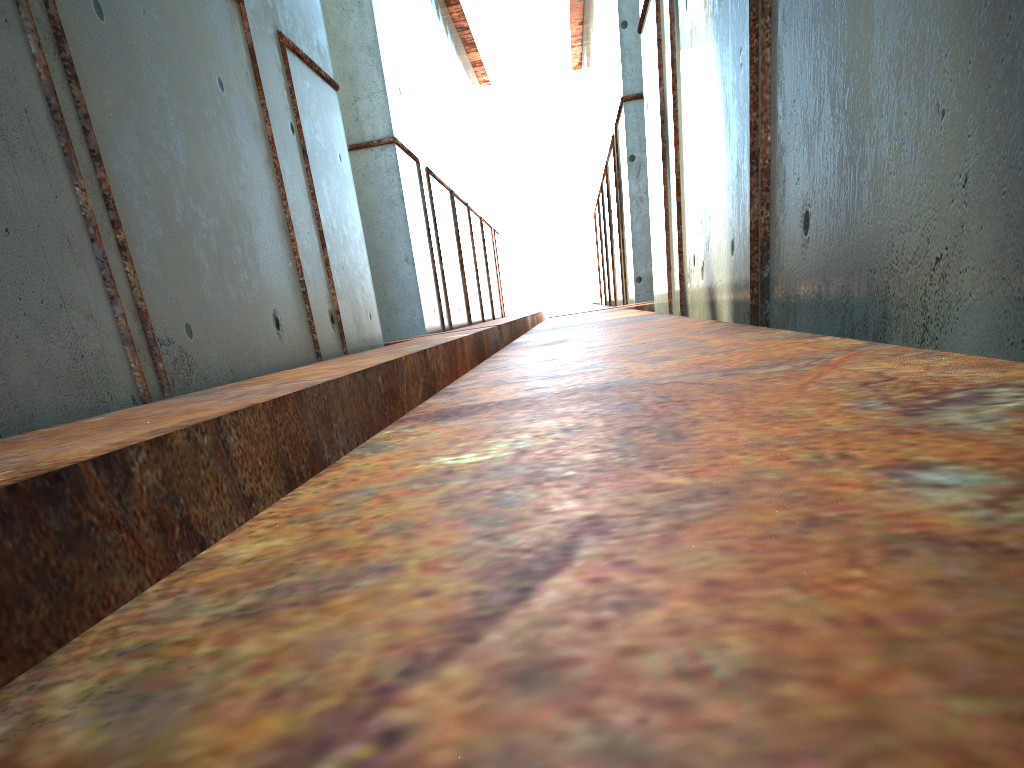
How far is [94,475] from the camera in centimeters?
245cm

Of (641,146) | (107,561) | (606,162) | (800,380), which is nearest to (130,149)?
(107,561)

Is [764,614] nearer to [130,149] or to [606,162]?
[130,149]
